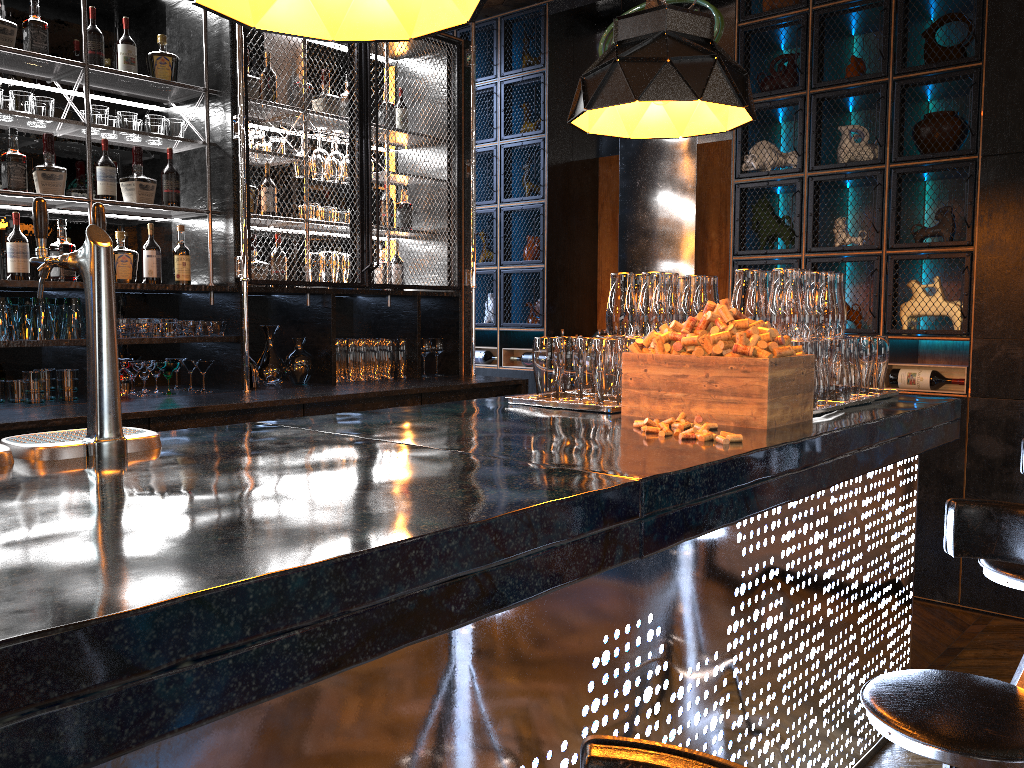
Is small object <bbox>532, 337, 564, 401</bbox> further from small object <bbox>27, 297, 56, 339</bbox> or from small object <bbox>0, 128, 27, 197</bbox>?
small object <bbox>0, 128, 27, 197</bbox>

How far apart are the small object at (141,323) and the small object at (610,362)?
2.3m

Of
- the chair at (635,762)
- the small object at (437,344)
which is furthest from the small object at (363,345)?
the chair at (635,762)

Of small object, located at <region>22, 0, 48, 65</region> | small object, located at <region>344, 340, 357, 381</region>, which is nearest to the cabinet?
small object, located at <region>344, 340, 357, 381</region>

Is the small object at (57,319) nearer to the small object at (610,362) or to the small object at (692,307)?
the small object at (610,362)

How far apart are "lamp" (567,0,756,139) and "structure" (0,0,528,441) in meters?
1.8

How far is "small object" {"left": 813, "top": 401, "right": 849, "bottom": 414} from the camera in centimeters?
256cm

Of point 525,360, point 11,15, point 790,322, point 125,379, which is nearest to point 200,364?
point 125,379

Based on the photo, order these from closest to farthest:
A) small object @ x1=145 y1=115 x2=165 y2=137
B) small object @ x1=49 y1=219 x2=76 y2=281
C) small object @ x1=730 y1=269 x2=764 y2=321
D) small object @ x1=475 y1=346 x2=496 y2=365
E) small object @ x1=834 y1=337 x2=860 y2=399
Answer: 1. small object @ x1=730 y1=269 x2=764 y2=321
2. small object @ x1=834 y1=337 x2=860 y2=399
3. small object @ x1=49 y1=219 x2=76 y2=281
4. small object @ x1=145 y1=115 x2=165 y2=137
5. small object @ x1=475 y1=346 x2=496 y2=365

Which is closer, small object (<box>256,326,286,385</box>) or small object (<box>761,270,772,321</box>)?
small object (<box>761,270,772,321</box>)
